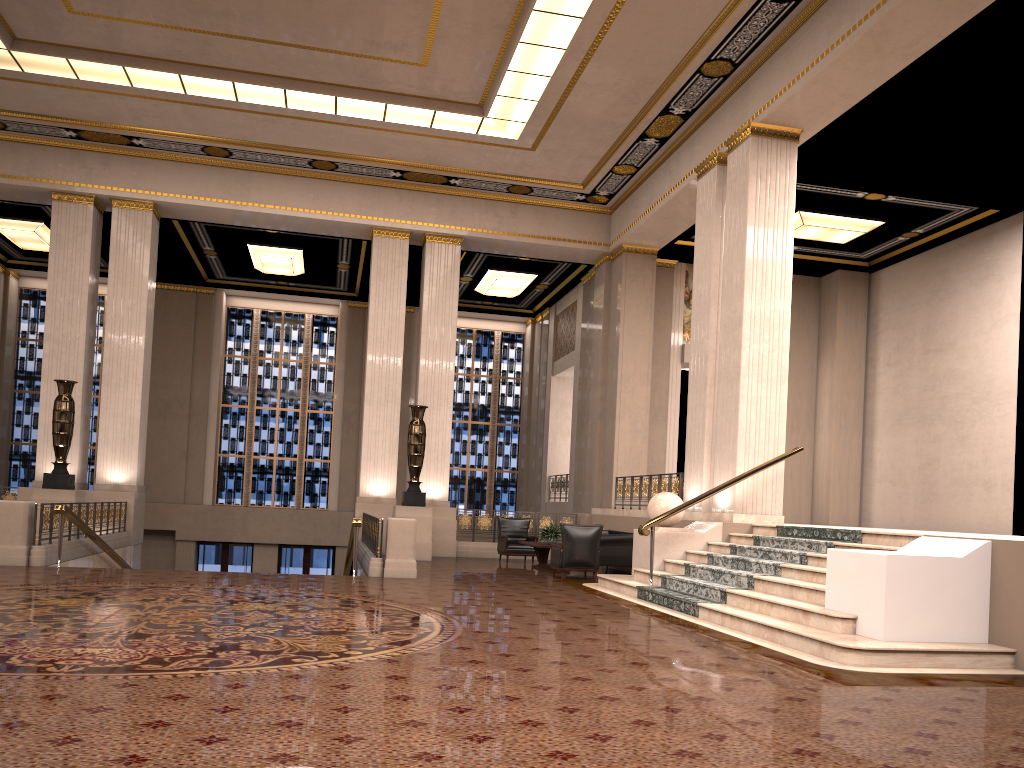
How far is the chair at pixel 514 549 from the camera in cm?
1597

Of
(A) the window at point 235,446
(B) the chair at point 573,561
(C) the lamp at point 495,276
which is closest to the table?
(B) the chair at point 573,561

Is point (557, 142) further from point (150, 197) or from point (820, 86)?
point (150, 197)

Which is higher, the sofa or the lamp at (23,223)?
the lamp at (23,223)

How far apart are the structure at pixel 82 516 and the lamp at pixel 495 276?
9.5m

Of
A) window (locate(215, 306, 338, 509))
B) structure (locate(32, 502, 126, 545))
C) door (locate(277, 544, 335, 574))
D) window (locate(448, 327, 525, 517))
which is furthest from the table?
window (locate(215, 306, 338, 509))

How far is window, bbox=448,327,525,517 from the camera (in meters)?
24.85

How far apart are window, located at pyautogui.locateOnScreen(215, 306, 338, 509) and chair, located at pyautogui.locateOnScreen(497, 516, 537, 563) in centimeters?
896cm

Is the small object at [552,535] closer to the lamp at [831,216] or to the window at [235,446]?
the lamp at [831,216]

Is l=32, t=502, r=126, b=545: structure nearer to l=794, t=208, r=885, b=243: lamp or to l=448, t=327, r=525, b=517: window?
l=448, t=327, r=525, b=517: window
